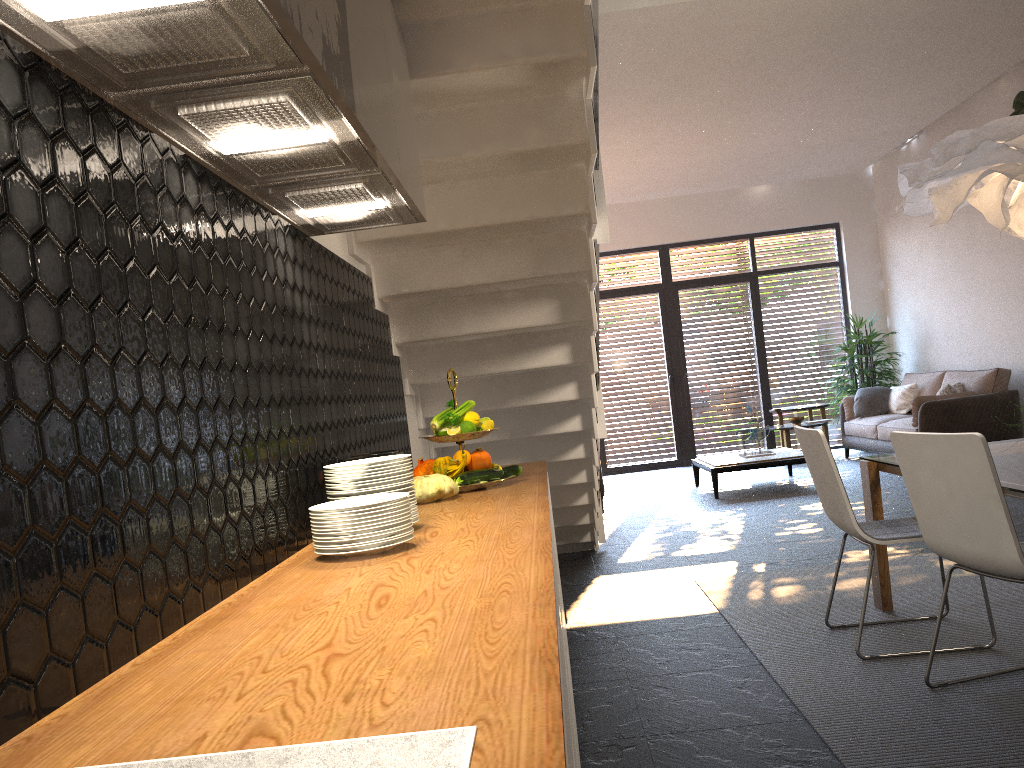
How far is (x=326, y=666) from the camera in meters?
1.1 m

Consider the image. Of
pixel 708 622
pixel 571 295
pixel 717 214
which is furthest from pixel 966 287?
pixel 571 295

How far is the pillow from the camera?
9.5m

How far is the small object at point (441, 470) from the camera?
3.00m

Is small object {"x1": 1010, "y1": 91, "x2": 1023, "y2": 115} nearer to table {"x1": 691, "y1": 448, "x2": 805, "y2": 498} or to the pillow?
the pillow

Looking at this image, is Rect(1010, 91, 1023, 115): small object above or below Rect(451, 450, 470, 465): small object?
above

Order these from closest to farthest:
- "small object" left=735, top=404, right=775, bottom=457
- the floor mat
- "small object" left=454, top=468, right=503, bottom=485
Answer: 1. the floor mat
2. "small object" left=454, top=468, right=503, bottom=485
3. "small object" left=735, top=404, right=775, bottom=457

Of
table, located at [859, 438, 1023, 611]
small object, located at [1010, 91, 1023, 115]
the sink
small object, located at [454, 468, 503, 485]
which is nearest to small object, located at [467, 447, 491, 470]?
small object, located at [454, 468, 503, 485]

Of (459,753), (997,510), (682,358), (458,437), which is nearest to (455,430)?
(458,437)

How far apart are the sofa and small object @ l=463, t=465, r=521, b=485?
6.28m
